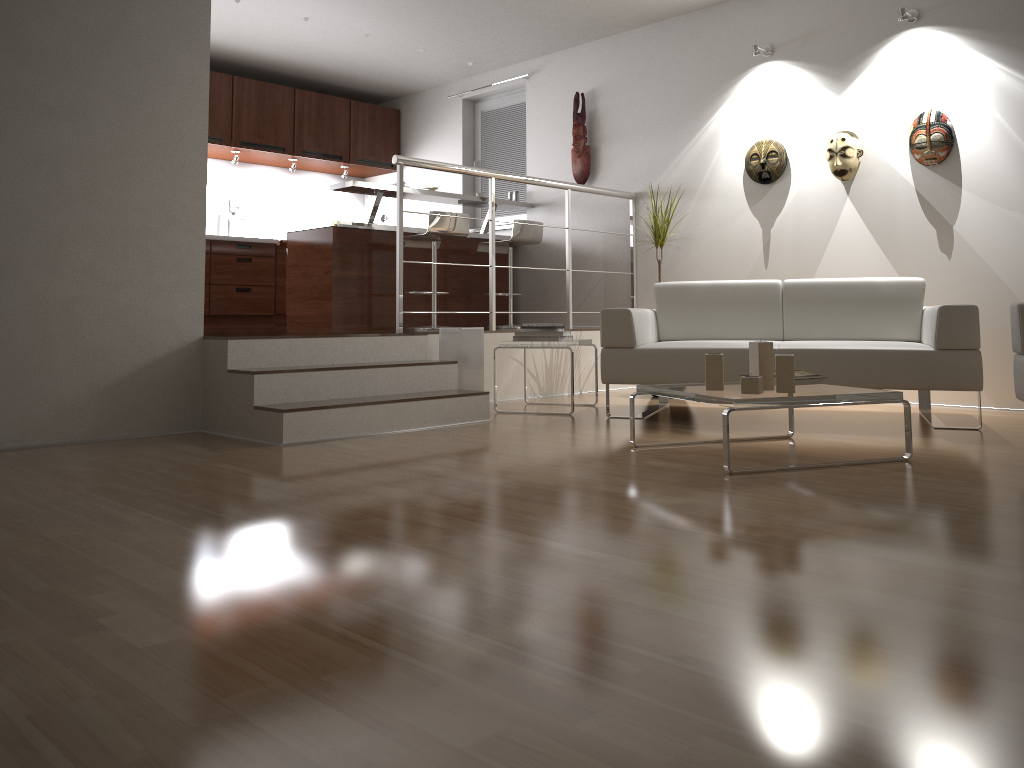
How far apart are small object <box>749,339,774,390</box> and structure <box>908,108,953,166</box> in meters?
2.6 m

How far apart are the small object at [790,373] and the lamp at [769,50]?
3.3 meters

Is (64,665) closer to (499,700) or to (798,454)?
(499,700)

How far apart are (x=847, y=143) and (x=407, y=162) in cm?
270

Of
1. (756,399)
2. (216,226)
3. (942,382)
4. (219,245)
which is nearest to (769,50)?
(942,382)

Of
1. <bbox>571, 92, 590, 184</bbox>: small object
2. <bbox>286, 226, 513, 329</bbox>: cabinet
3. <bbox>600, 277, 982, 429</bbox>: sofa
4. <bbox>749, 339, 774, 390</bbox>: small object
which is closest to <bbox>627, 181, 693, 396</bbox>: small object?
<bbox>600, 277, 982, 429</bbox>: sofa

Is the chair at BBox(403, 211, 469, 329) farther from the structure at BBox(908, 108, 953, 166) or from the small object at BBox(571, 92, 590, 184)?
the structure at BBox(908, 108, 953, 166)

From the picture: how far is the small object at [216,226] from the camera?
7.8m

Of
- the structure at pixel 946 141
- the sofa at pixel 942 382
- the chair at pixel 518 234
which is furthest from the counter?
the structure at pixel 946 141

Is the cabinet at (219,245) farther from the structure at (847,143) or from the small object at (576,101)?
the structure at (847,143)
